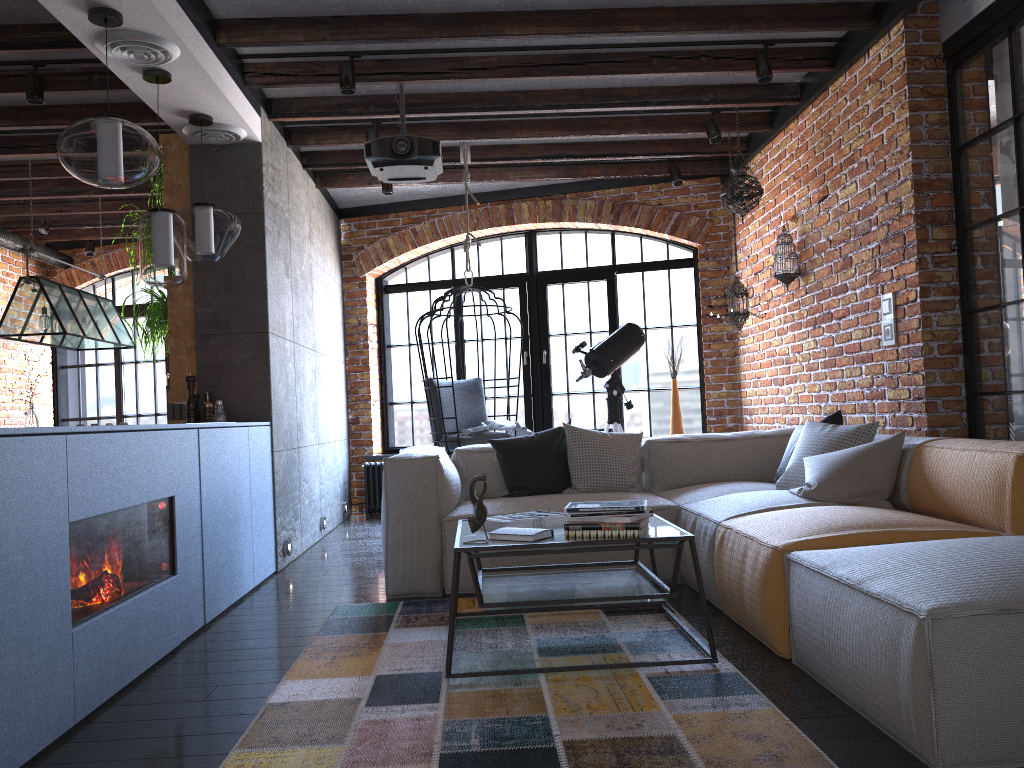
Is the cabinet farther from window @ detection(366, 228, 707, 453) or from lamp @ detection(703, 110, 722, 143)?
lamp @ detection(703, 110, 722, 143)

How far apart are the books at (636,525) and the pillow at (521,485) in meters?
1.6 m

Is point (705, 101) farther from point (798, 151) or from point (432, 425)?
point (432, 425)

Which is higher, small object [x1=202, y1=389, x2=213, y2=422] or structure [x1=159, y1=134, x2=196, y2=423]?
structure [x1=159, y1=134, x2=196, y2=423]

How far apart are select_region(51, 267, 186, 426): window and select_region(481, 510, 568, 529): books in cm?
603

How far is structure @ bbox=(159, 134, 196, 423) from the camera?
5.08m

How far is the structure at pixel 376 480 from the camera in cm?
752

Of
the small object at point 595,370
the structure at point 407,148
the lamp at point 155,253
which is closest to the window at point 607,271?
the small object at point 595,370

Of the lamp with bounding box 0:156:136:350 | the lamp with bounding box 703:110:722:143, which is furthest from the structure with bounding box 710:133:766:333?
the lamp with bounding box 0:156:136:350

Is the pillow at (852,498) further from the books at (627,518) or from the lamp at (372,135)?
the lamp at (372,135)
